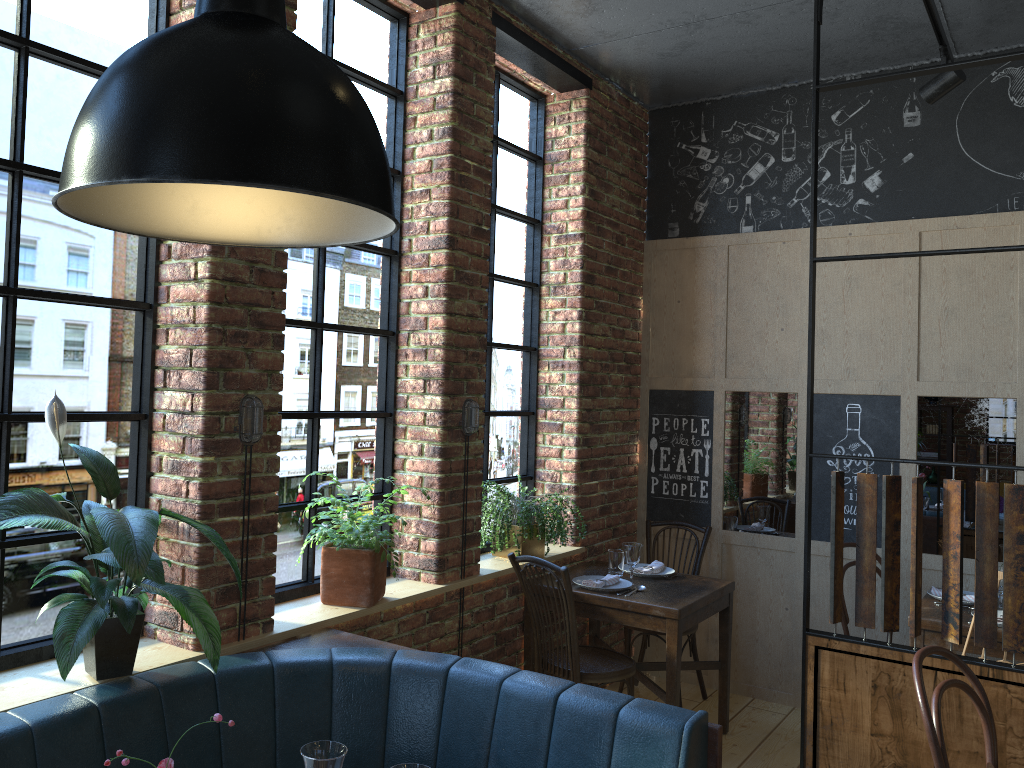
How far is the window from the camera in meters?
2.3 m

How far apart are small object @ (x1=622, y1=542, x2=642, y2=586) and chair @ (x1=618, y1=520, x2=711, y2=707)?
0.6 meters

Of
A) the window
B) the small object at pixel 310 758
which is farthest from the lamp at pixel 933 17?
the small object at pixel 310 758

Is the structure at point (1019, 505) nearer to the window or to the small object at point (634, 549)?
the small object at point (634, 549)

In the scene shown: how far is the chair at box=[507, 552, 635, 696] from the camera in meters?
3.7

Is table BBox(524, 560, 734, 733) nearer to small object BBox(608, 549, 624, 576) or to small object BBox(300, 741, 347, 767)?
small object BBox(608, 549, 624, 576)

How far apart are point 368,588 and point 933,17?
3.2 meters

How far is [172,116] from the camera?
1.1m

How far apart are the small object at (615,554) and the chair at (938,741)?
1.9 meters

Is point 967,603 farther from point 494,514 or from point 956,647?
point 494,514
